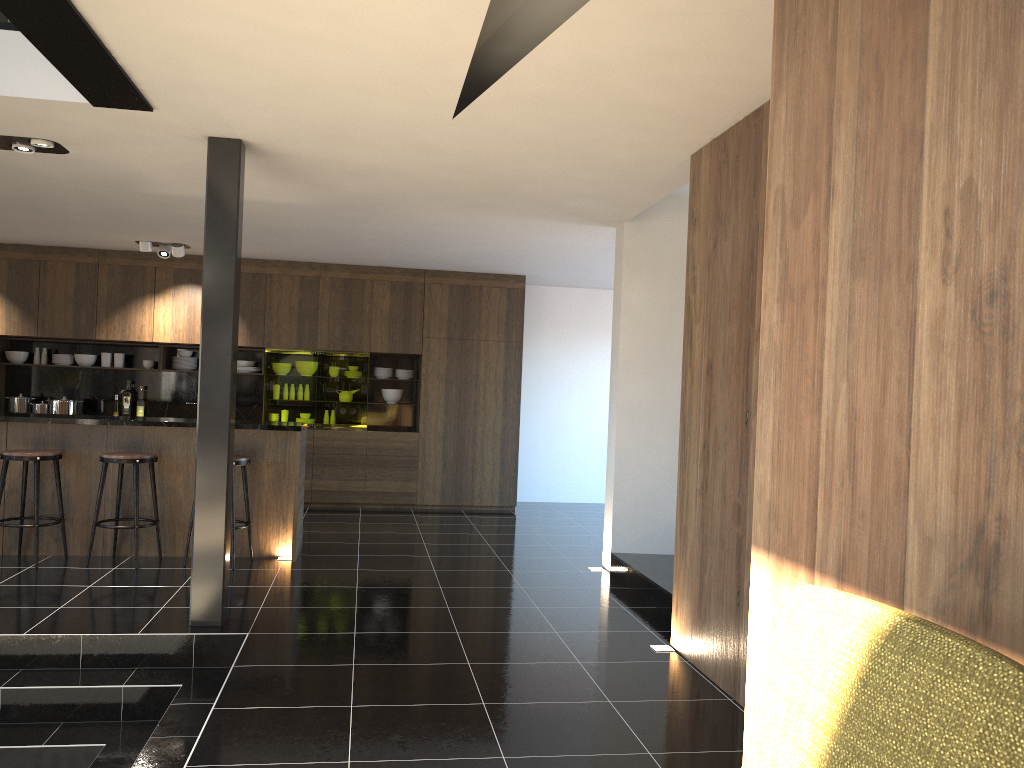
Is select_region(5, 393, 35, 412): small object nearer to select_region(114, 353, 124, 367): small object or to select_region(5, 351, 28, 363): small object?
select_region(5, 351, 28, 363): small object

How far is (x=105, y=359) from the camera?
9.88m

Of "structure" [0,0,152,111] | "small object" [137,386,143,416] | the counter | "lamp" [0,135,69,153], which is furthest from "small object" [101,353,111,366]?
"structure" [0,0,152,111]

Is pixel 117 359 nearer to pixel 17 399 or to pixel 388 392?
pixel 17 399

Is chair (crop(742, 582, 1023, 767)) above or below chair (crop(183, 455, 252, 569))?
above

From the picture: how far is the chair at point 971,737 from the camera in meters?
0.9

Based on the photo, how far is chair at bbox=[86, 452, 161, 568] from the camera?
6.3m

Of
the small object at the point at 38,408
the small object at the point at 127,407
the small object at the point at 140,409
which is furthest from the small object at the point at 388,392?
the small object at the point at 38,408

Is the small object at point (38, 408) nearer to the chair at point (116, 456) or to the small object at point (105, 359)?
the small object at point (105, 359)

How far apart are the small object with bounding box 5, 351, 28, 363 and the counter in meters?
3.6 m
